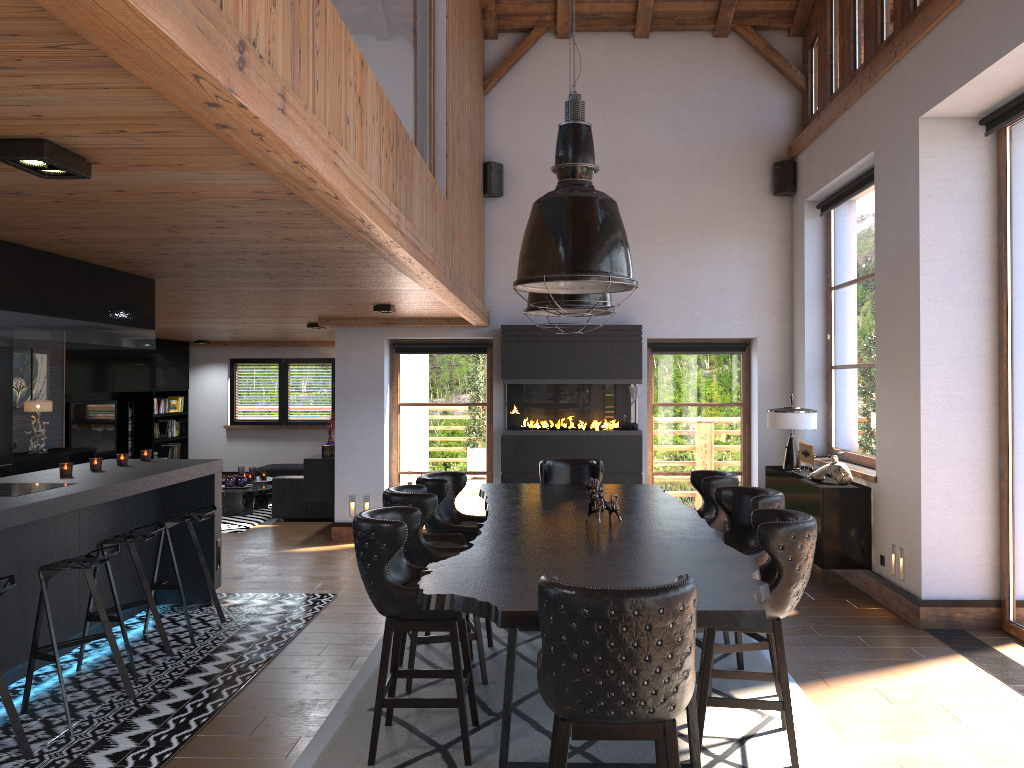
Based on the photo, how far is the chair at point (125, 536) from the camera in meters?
5.1

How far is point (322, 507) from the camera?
10.9m

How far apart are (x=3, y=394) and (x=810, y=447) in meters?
7.1 m

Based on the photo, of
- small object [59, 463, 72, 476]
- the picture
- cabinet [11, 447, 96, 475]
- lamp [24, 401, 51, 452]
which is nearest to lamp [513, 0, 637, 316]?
small object [59, 463, 72, 476]

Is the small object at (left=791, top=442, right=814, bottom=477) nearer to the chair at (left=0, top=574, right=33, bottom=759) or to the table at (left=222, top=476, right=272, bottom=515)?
the chair at (left=0, top=574, right=33, bottom=759)

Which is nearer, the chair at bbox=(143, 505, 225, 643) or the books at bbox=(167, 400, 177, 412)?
the chair at bbox=(143, 505, 225, 643)

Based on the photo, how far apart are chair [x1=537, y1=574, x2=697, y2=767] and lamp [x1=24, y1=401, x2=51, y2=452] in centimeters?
754cm

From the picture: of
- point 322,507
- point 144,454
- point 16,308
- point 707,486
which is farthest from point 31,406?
point 707,486

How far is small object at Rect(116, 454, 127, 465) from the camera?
6.37m

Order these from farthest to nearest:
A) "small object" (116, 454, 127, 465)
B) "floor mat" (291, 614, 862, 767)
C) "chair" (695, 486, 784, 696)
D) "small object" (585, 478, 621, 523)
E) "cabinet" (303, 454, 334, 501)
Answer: "cabinet" (303, 454, 334, 501) → "small object" (116, 454, 127, 465) → "small object" (585, 478, 621, 523) → "chair" (695, 486, 784, 696) → "floor mat" (291, 614, 862, 767)
